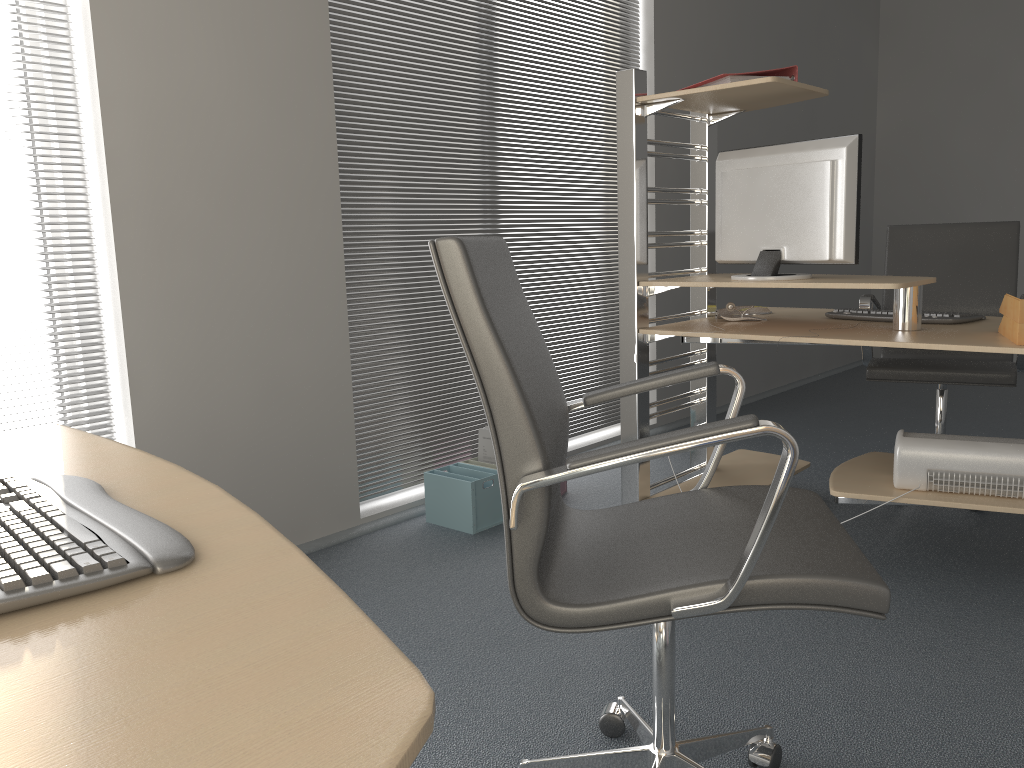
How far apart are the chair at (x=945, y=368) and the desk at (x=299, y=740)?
2.7m

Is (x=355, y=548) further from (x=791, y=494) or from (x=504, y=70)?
(x=504, y=70)

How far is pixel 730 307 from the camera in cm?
310

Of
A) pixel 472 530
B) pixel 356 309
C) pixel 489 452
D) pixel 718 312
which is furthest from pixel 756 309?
pixel 356 309

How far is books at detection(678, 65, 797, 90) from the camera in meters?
2.7

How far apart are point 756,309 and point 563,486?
1.0m

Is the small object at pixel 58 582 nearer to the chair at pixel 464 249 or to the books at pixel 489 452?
the chair at pixel 464 249

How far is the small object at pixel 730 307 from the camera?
3.10m

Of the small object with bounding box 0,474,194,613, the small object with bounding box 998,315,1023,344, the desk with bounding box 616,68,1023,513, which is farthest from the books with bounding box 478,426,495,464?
the small object with bounding box 0,474,194,613

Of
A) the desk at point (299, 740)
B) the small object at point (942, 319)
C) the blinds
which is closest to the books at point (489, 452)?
the blinds
